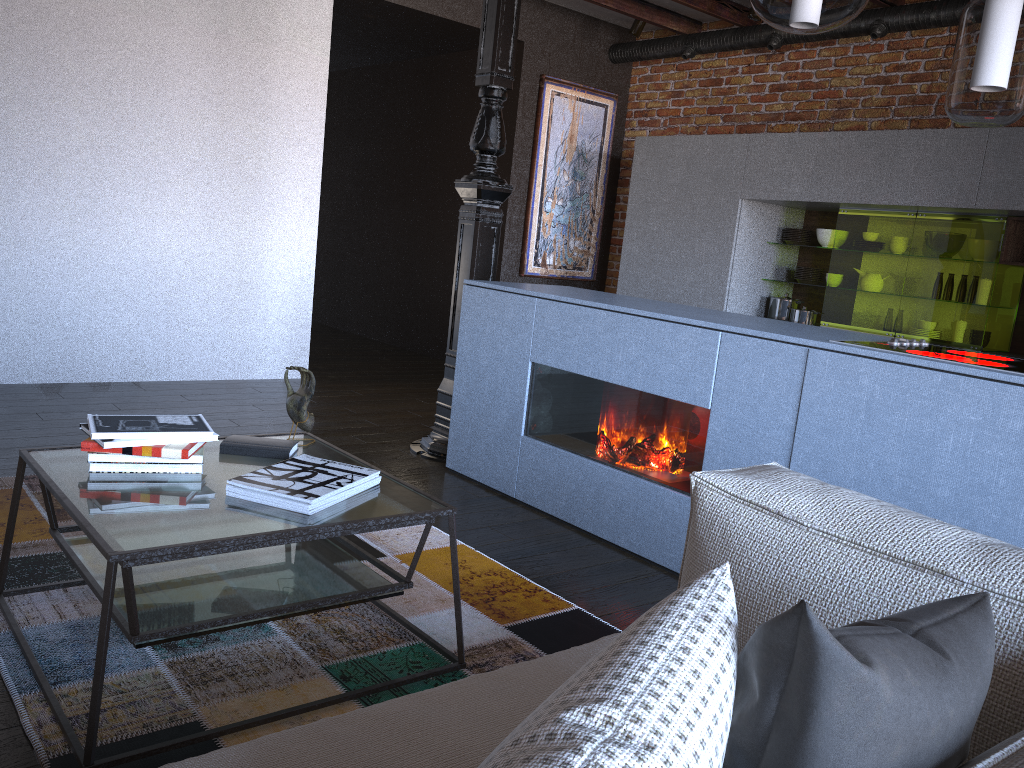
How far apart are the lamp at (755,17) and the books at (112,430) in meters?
4.6

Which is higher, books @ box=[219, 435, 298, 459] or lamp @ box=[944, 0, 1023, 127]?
lamp @ box=[944, 0, 1023, 127]

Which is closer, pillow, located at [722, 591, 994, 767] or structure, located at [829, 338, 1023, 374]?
pillow, located at [722, 591, 994, 767]

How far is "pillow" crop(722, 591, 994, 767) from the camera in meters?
0.7 m

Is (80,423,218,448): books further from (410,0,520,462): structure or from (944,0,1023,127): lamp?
(944,0,1023,127): lamp

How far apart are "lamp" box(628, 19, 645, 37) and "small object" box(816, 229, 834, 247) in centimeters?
197cm

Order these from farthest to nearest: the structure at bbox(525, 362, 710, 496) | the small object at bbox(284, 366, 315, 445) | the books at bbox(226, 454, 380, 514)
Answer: the structure at bbox(525, 362, 710, 496) → the small object at bbox(284, 366, 315, 445) → the books at bbox(226, 454, 380, 514)

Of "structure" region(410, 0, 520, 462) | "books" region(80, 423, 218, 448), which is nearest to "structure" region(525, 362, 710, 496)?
"structure" region(410, 0, 520, 462)

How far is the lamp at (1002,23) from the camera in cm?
222

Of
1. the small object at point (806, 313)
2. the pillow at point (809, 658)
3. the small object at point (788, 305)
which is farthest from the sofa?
the small object at point (788, 305)
